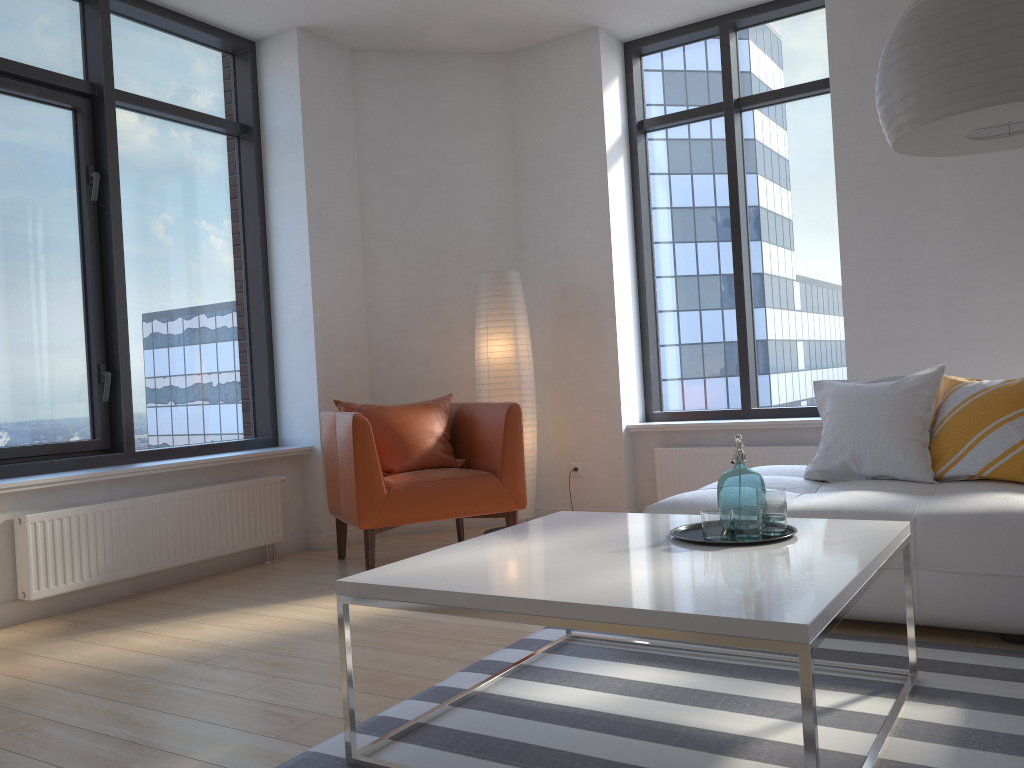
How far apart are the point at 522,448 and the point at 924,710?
2.48m

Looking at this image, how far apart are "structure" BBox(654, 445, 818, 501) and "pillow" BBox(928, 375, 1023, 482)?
1.3m

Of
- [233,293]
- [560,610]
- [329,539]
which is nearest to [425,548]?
[329,539]

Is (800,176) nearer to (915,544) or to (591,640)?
(915,544)

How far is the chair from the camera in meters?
4.1 m

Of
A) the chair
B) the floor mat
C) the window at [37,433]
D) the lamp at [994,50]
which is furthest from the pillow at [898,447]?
→ the window at [37,433]

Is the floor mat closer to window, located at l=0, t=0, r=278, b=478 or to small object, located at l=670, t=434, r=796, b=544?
small object, located at l=670, t=434, r=796, b=544

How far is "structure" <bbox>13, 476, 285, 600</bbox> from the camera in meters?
3.7 m

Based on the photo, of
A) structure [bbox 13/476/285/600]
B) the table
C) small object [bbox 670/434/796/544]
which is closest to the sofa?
the table

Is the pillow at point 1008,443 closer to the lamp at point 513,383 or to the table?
the table
